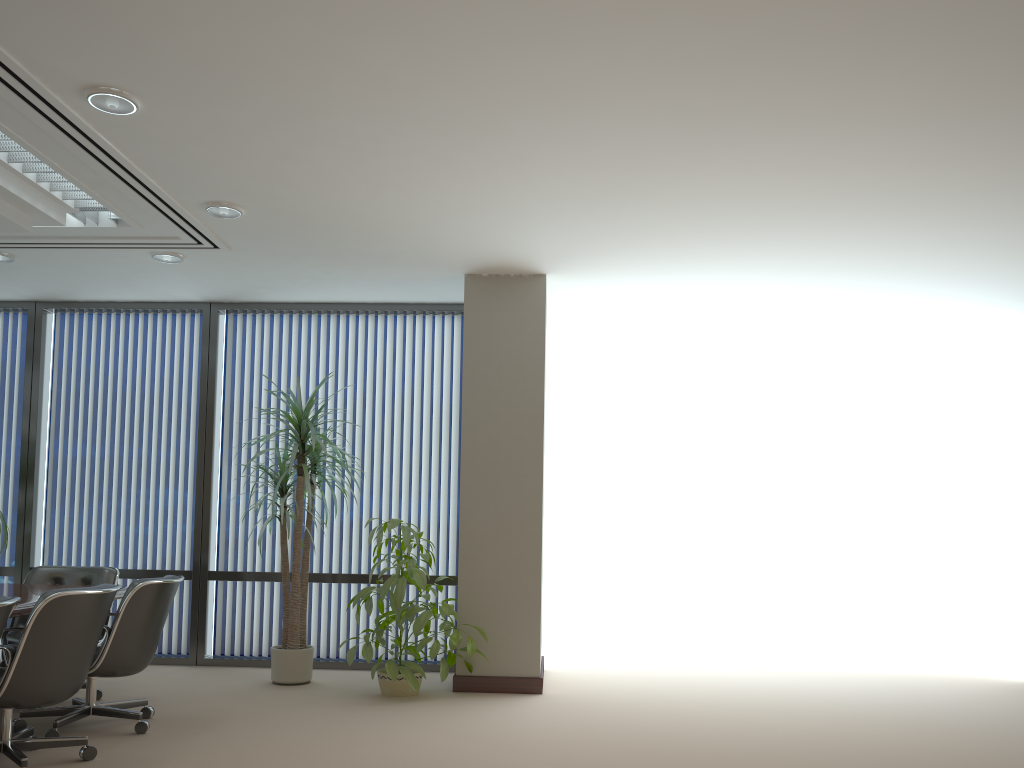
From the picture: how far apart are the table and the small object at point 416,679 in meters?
1.4 m

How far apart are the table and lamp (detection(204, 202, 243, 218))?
2.4 meters

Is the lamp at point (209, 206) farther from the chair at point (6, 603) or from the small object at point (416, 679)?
the chair at point (6, 603)

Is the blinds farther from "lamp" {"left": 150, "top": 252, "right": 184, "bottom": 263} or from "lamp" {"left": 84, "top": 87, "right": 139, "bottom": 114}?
"lamp" {"left": 84, "top": 87, "right": 139, "bottom": 114}

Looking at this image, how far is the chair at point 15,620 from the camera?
5.9m

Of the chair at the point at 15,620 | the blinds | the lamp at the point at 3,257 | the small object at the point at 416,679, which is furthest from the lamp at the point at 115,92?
the blinds

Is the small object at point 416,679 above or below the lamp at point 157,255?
below

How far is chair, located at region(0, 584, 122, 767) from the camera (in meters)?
3.79

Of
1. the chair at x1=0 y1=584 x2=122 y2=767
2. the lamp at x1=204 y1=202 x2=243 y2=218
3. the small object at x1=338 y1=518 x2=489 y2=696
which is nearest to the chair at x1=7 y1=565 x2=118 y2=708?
the chair at x1=0 y1=584 x2=122 y2=767

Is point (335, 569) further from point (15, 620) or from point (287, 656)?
point (15, 620)
